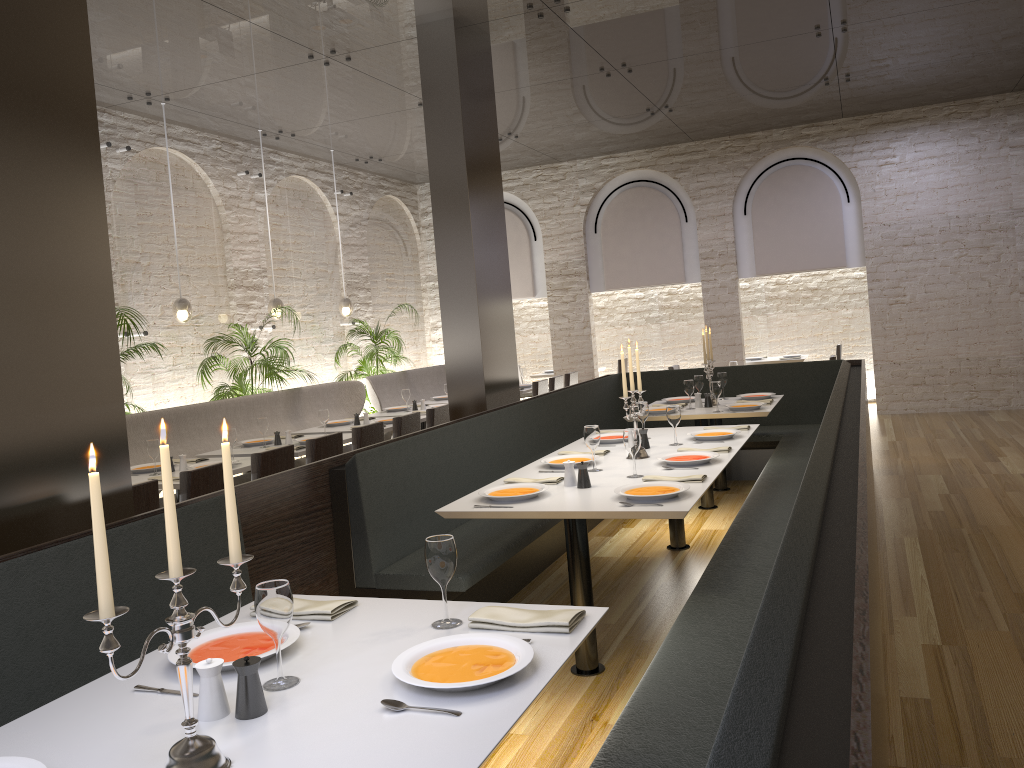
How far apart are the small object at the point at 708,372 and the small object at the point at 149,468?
4.2 meters

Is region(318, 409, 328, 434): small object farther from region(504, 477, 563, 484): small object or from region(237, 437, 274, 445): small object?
region(504, 477, 563, 484): small object

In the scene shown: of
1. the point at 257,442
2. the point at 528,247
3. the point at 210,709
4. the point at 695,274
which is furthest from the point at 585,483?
the point at 528,247

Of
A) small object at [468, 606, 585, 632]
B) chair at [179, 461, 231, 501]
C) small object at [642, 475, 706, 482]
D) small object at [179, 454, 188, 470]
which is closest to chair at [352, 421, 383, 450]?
small object at [179, 454, 188, 470]

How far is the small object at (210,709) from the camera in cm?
187

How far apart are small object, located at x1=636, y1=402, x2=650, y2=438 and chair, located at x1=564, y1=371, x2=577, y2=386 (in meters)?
5.32

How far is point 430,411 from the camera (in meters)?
7.42

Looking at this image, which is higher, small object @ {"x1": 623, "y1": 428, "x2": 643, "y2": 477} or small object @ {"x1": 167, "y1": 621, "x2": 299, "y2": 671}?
small object @ {"x1": 623, "y1": 428, "x2": 643, "y2": 477}

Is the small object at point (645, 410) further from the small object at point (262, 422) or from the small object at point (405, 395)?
the small object at point (405, 395)

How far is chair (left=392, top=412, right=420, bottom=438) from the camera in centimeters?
690cm
